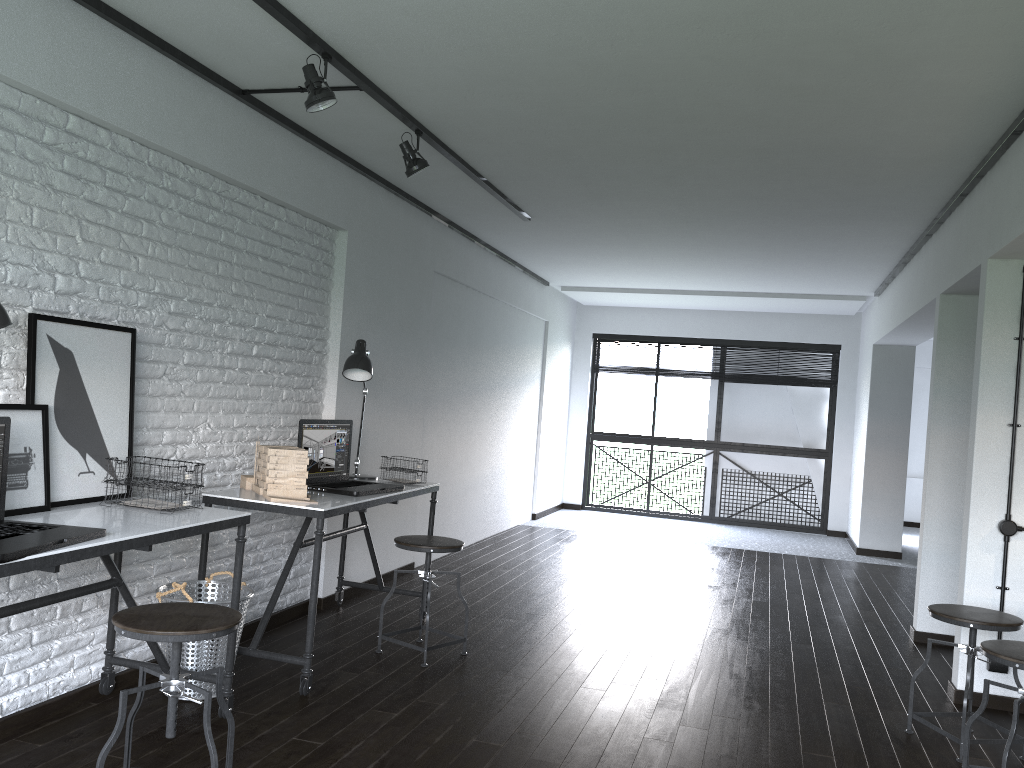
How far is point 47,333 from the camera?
2.8 meters

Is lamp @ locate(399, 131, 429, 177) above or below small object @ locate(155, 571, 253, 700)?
above

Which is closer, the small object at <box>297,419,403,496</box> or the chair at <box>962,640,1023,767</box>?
the chair at <box>962,640,1023,767</box>

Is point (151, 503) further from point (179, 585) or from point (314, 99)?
point (314, 99)

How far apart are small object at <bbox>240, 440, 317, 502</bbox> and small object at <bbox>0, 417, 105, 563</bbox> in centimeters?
101cm

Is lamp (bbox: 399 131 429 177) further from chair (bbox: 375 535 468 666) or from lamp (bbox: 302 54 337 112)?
chair (bbox: 375 535 468 666)

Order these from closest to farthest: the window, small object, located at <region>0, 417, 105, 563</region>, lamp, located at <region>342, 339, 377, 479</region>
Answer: small object, located at <region>0, 417, 105, 563</region>
lamp, located at <region>342, 339, 377, 479</region>
the window

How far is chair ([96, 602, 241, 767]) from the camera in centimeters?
221cm

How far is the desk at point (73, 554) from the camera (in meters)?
2.27

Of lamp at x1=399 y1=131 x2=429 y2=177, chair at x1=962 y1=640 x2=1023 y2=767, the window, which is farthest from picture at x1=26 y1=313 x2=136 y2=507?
the window
